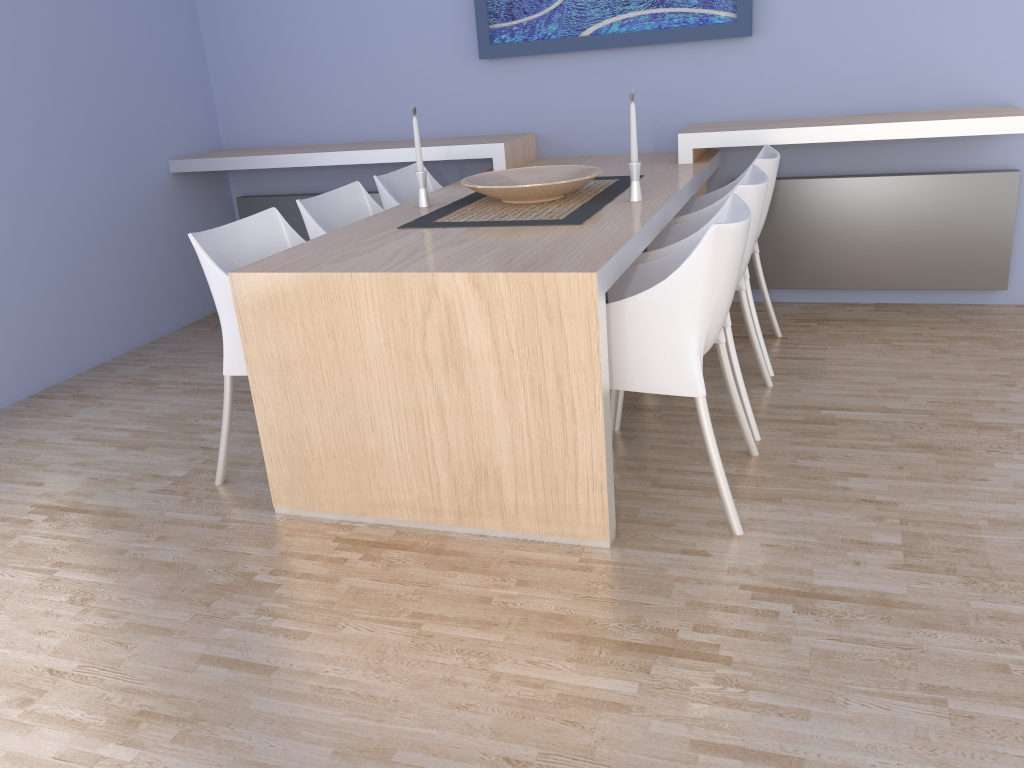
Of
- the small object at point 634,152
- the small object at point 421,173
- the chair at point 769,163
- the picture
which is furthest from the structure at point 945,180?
the small object at point 421,173

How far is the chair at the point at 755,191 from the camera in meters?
2.6 m

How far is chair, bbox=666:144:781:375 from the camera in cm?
315

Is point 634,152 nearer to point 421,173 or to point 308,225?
point 421,173

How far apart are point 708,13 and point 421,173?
1.62m

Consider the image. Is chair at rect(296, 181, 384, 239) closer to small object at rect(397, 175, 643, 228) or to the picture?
small object at rect(397, 175, 643, 228)

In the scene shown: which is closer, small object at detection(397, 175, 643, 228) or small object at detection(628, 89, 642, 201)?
small object at detection(397, 175, 643, 228)

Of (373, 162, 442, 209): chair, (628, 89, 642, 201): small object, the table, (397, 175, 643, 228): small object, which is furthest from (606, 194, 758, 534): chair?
(373, 162, 442, 209): chair

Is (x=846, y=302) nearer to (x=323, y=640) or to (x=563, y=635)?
(x=563, y=635)

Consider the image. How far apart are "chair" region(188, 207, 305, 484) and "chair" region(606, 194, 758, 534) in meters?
1.1 m
